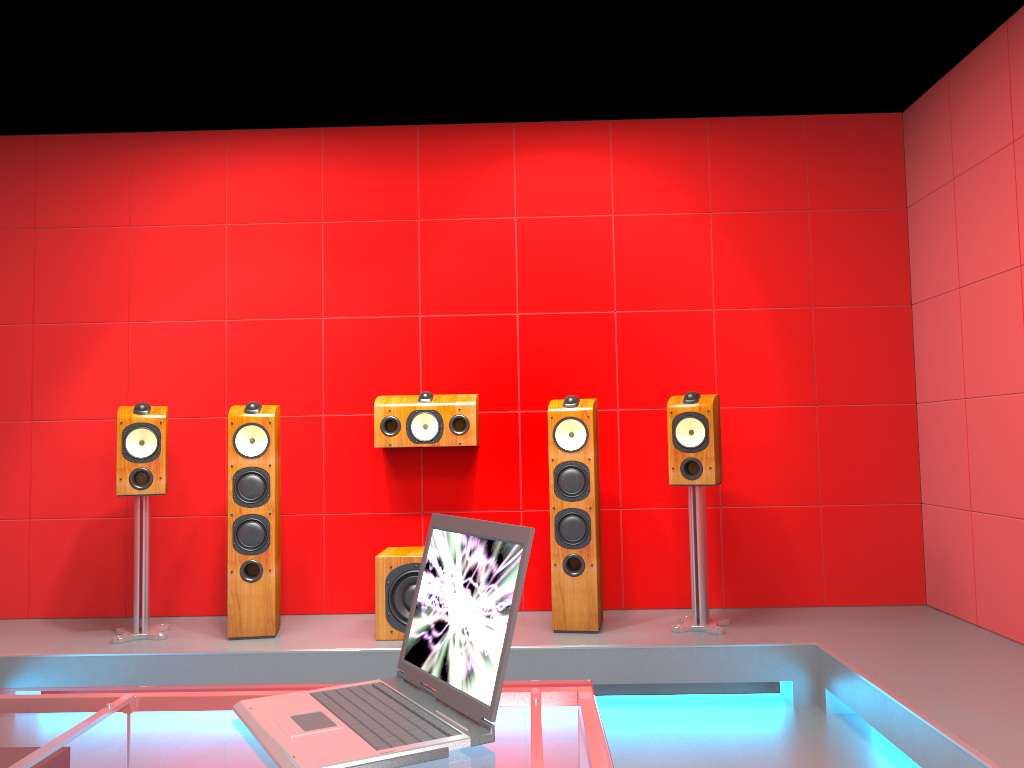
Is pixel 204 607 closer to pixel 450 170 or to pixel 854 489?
pixel 450 170

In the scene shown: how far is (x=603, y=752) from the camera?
1.1 meters

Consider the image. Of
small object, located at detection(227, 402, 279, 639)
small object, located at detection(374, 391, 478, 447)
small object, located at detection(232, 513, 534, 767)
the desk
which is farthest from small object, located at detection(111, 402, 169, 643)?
small object, located at detection(232, 513, 534, 767)

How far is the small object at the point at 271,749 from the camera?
1.1 meters

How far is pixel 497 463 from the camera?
4.48m

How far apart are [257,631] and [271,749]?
2.96m

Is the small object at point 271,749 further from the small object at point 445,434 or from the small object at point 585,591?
the small object at point 445,434

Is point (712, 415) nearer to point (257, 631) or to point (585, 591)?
point (585, 591)

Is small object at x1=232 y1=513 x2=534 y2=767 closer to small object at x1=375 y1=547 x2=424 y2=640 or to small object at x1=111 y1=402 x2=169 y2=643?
small object at x1=375 y1=547 x2=424 y2=640

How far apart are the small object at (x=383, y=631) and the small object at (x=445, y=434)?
0.52m
